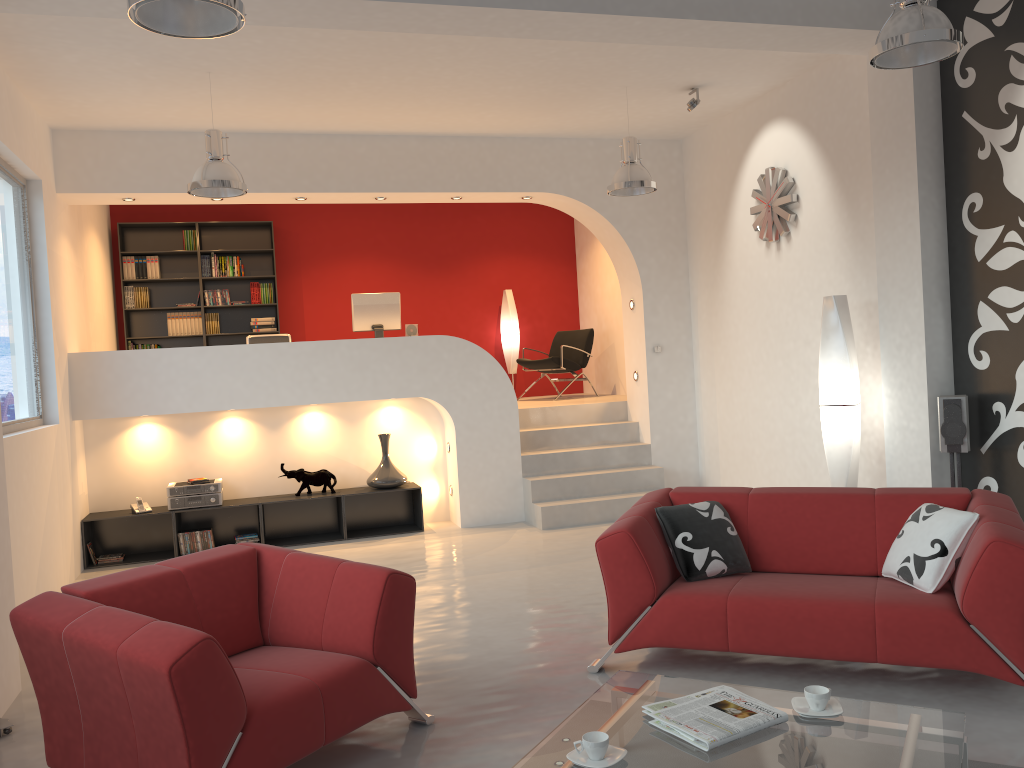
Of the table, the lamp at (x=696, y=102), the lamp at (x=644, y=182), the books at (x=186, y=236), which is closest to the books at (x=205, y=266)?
the books at (x=186, y=236)

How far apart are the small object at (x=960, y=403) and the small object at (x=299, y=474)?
4.9 meters

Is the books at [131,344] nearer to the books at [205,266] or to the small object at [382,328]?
the books at [205,266]

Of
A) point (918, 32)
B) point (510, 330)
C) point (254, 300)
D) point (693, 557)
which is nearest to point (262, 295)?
point (254, 300)

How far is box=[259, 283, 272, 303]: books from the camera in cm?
1014

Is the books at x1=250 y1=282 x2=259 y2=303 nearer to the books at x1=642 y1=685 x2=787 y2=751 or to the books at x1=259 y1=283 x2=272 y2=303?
the books at x1=259 y1=283 x2=272 y2=303

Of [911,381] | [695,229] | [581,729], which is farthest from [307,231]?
[581,729]

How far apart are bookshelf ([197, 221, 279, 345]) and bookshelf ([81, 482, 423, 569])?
2.8m

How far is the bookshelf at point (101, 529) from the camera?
7.5 meters

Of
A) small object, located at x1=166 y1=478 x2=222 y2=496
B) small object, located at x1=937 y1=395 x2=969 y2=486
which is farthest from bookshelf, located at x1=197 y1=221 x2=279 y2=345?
small object, located at x1=937 y1=395 x2=969 y2=486
